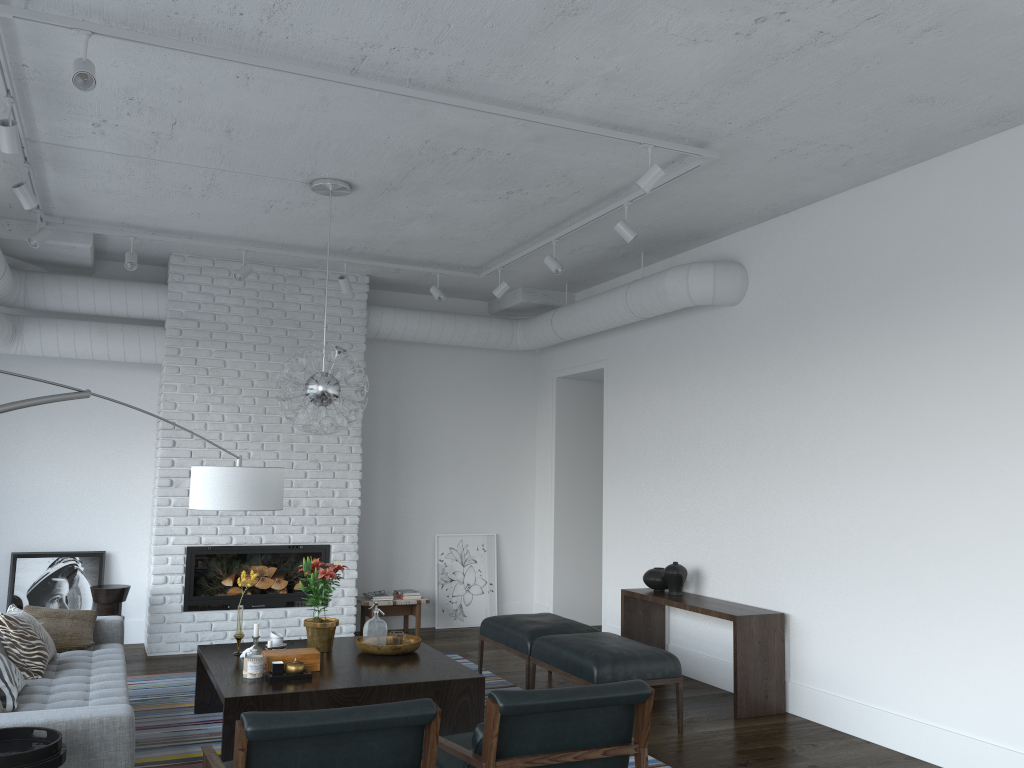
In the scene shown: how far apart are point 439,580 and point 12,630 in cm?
454

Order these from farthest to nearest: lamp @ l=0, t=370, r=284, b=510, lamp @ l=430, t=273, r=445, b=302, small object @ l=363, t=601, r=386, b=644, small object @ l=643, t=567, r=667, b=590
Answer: lamp @ l=430, t=273, r=445, b=302, small object @ l=643, t=567, r=667, b=590, small object @ l=363, t=601, r=386, b=644, lamp @ l=0, t=370, r=284, b=510

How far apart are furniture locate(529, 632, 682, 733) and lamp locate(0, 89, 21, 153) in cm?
389

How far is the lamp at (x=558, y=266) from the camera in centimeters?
630cm

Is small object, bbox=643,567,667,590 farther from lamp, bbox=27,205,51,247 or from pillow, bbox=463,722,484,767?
lamp, bbox=27,205,51,247

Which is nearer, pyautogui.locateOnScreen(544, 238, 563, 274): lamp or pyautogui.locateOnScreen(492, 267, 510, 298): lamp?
pyautogui.locateOnScreen(544, 238, 563, 274): lamp

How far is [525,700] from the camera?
3.1 meters

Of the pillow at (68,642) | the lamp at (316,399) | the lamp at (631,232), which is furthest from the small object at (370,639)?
the lamp at (631,232)

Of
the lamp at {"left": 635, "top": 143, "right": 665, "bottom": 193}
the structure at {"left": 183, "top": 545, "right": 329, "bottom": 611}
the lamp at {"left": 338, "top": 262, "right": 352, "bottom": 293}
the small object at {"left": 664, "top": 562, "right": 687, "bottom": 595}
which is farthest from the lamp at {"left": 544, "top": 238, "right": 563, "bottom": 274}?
the structure at {"left": 183, "top": 545, "right": 329, "bottom": 611}

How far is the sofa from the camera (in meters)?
3.23
